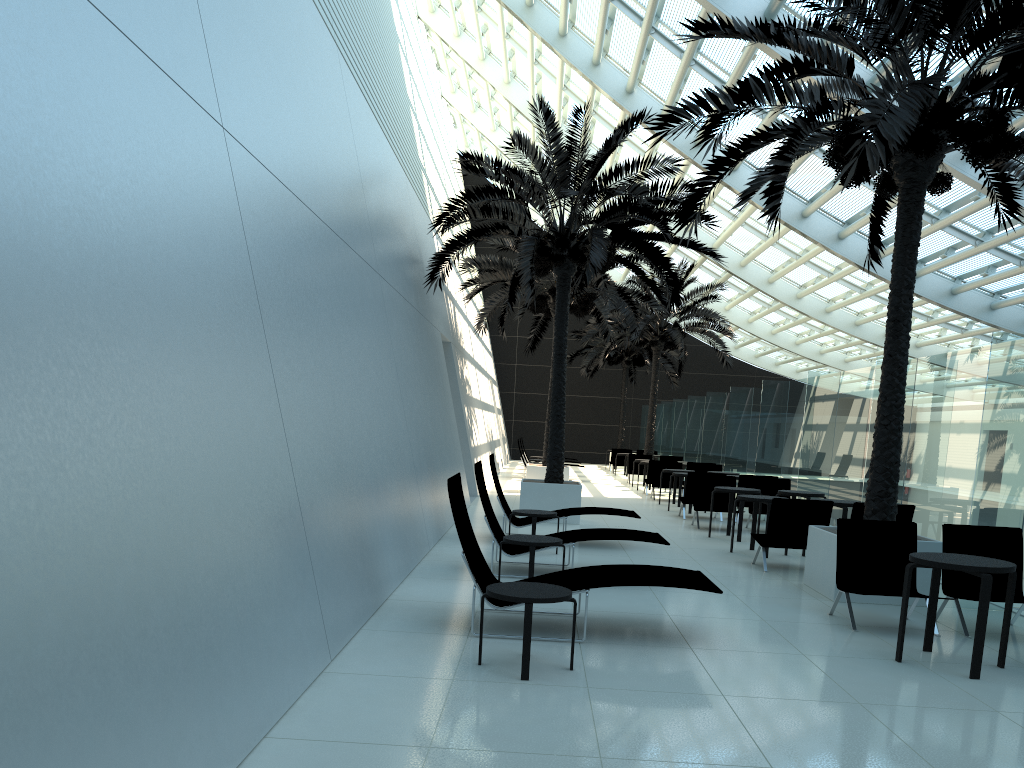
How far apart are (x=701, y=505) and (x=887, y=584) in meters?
7.3 m

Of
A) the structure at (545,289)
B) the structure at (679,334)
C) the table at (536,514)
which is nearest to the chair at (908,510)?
the table at (536,514)

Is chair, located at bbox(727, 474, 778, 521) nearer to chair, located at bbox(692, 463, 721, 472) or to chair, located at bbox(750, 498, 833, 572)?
chair, located at bbox(692, 463, 721, 472)

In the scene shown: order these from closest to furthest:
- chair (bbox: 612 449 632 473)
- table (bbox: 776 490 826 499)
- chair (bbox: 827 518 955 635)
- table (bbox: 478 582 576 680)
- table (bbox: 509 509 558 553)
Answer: table (bbox: 478 582 576 680)
chair (bbox: 827 518 955 635)
table (bbox: 509 509 558 553)
table (bbox: 776 490 826 499)
chair (bbox: 612 449 632 473)

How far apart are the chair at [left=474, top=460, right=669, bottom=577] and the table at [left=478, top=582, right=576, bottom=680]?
3.2m

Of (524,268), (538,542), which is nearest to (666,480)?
(524,268)

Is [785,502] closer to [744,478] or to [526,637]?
[526,637]

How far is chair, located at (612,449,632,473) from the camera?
31.85m

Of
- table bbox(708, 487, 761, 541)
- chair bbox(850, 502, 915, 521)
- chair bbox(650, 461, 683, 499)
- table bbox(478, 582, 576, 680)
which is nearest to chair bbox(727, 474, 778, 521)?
table bbox(708, 487, 761, 541)

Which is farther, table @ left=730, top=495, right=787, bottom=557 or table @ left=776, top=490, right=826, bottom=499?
table @ left=776, top=490, right=826, bottom=499
